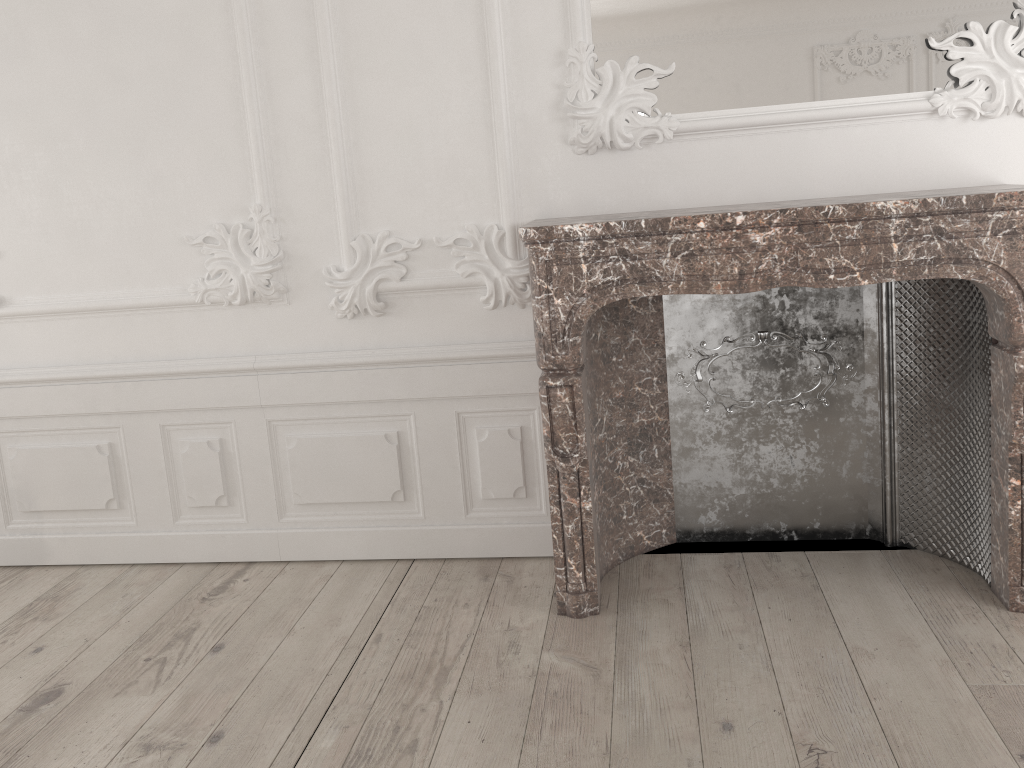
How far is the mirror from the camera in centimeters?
277cm

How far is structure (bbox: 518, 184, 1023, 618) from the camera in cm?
249

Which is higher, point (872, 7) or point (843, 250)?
point (872, 7)

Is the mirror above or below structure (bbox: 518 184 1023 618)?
above

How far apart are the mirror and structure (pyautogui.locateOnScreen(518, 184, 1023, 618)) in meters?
0.4

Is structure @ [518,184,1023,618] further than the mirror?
No

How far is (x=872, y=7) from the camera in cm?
277

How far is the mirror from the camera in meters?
2.8 m

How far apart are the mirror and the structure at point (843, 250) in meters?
0.4 m

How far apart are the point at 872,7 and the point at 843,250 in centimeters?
87cm
